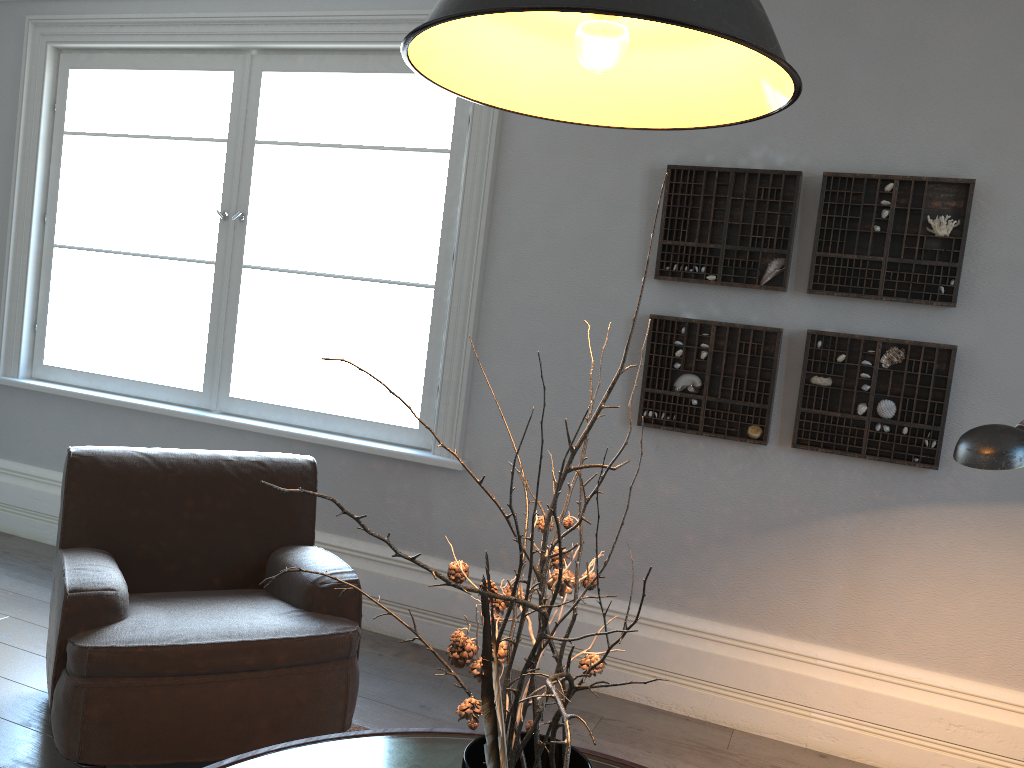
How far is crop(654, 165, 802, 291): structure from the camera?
3.1 meters

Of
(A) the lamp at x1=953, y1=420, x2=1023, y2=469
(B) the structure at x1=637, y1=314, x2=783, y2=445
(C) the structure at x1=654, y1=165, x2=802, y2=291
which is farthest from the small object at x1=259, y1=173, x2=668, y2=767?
(C) the structure at x1=654, y1=165, x2=802, y2=291

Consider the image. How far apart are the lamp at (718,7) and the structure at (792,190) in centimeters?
187cm

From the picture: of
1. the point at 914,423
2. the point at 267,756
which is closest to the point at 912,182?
the point at 914,423

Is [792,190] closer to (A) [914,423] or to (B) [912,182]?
(B) [912,182]

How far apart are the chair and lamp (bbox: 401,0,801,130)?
1.6m

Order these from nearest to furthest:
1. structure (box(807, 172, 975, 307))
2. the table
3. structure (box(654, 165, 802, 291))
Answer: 1. the table
2. structure (box(807, 172, 975, 307))
3. structure (box(654, 165, 802, 291))

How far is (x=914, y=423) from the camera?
2.9 meters

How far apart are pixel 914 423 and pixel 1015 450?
1.3 meters

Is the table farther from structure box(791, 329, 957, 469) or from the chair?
structure box(791, 329, 957, 469)
